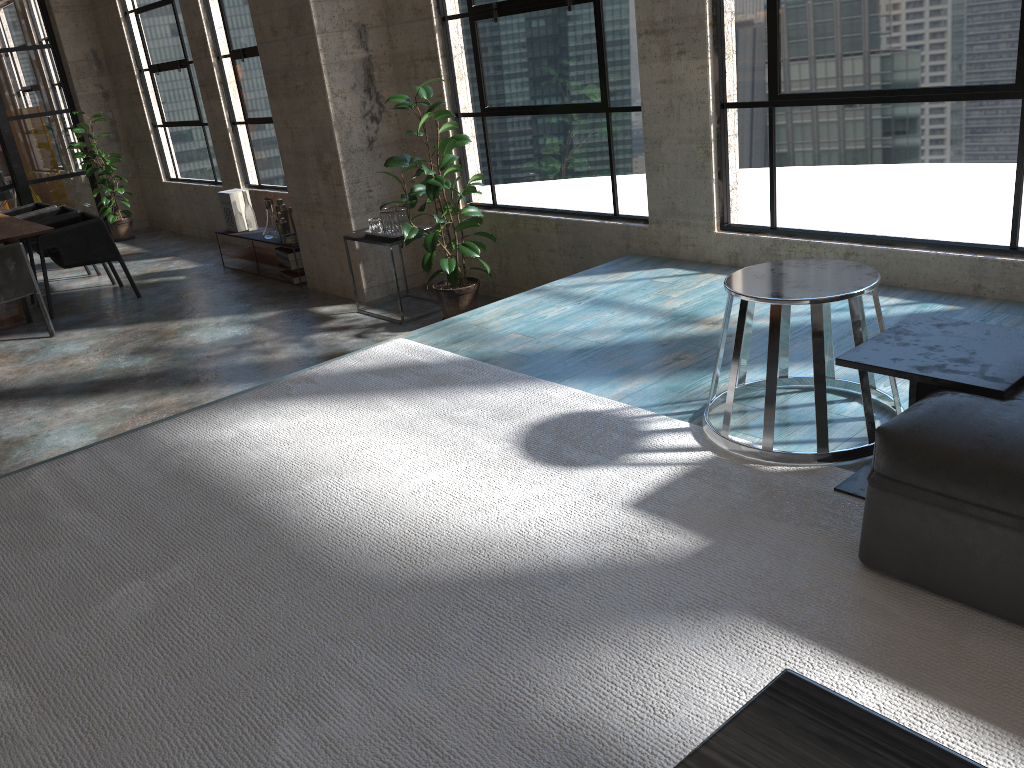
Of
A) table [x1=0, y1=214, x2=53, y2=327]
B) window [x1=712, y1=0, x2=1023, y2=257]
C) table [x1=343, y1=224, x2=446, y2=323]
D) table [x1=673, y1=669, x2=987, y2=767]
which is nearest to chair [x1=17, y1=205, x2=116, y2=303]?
table [x1=0, y1=214, x2=53, y2=327]

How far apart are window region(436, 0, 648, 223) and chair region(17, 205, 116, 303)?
4.24m

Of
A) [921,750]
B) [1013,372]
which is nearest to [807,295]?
[1013,372]

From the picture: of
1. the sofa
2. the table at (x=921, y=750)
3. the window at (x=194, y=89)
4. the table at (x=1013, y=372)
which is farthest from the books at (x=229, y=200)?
the table at (x=921, y=750)

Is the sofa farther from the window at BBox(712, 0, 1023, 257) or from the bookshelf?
the bookshelf

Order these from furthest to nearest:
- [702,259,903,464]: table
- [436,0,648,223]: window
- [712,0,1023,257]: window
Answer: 1. [436,0,648,223]: window
2. [712,0,1023,257]: window
3. [702,259,903,464]: table

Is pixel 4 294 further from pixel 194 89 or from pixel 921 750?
pixel 921 750

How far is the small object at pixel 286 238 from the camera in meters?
7.4 m

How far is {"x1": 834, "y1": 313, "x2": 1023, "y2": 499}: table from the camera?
2.1 meters

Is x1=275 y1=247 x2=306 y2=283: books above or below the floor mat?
below
